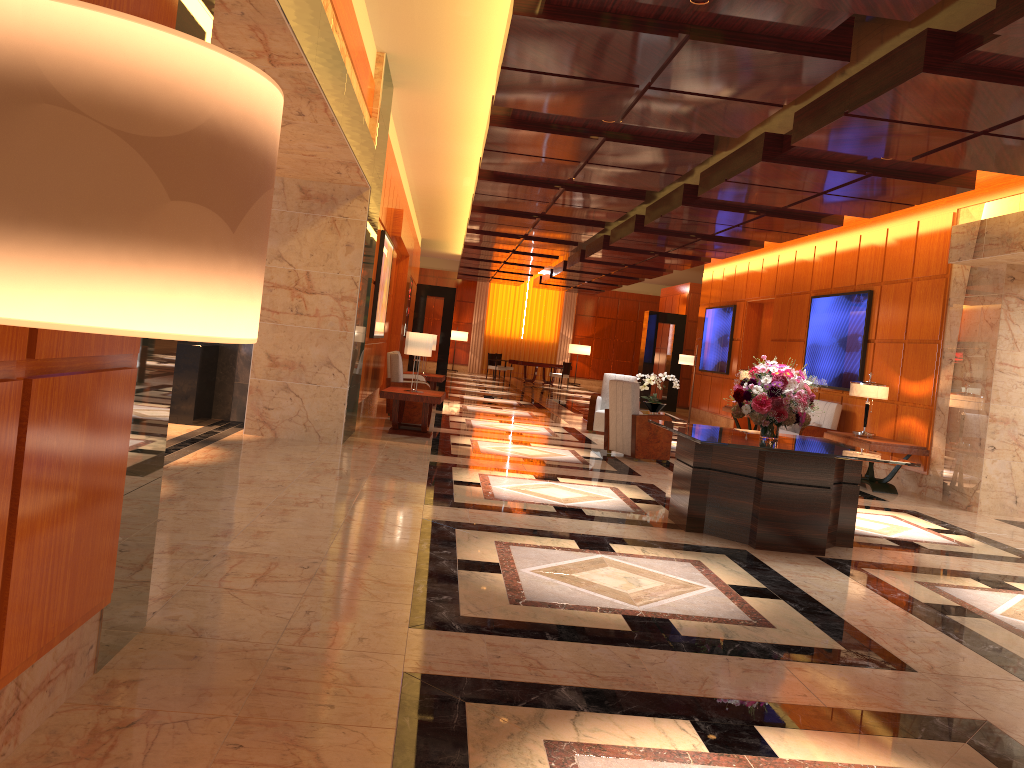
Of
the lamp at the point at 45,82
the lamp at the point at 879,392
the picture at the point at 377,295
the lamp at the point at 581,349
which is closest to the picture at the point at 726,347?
the lamp at the point at 879,392

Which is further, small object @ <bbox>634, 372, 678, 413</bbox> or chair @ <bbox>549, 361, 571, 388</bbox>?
chair @ <bbox>549, 361, 571, 388</bbox>

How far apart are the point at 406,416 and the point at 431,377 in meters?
3.6 m

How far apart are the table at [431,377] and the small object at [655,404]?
4.3m

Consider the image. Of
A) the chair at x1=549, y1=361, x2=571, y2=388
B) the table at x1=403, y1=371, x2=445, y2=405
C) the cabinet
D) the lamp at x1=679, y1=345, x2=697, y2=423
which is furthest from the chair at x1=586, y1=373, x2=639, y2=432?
the chair at x1=549, y1=361, x2=571, y2=388

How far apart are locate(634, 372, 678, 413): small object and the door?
5.5m

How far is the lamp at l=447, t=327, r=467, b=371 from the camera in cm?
3257

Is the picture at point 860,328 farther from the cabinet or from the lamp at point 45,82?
the lamp at point 45,82

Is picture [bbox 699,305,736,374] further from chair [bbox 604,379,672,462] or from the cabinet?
the cabinet

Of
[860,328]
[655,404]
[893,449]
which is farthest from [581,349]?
[893,449]
